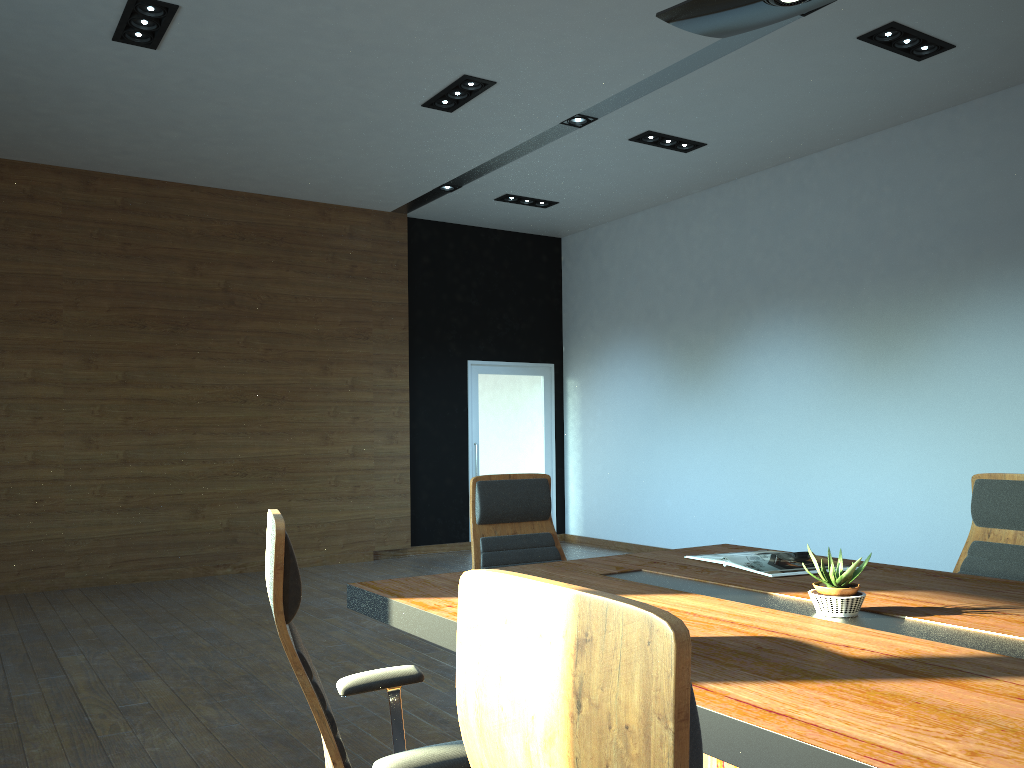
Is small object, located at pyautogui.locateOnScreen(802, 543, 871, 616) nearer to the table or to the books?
the table

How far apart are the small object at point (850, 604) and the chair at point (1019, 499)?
1.18m

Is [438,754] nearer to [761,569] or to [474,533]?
[761,569]

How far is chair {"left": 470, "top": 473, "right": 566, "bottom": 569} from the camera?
3.7m

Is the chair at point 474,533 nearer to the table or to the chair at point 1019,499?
the table

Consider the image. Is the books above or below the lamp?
below

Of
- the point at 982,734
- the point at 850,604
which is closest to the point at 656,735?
the point at 982,734

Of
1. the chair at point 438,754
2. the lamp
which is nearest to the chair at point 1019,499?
the lamp

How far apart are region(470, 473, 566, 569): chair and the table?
0.41m

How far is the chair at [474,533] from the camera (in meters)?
3.69
